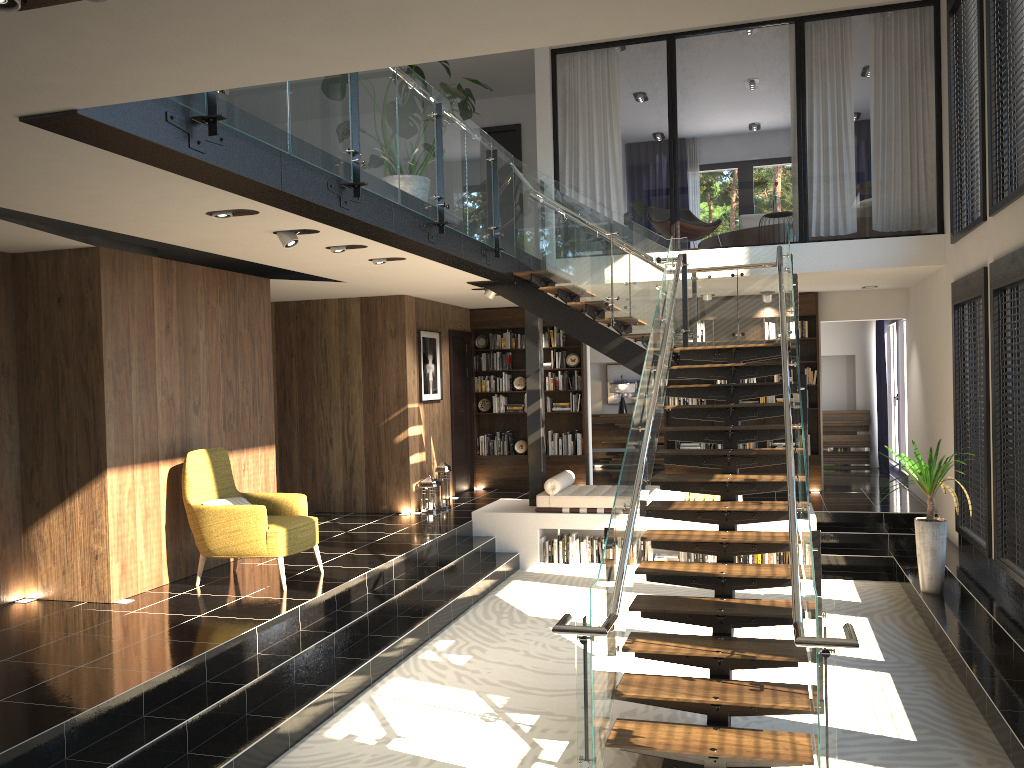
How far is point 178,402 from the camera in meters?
7.5 m

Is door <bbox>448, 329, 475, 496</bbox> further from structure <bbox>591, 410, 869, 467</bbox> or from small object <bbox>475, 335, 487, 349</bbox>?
structure <bbox>591, 410, 869, 467</bbox>

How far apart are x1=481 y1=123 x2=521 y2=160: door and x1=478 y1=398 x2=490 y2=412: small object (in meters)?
3.65

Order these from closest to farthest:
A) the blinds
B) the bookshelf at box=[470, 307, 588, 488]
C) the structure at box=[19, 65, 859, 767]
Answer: the structure at box=[19, 65, 859, 767], the bookshelf at box=[470, 307, 588, 488], the blinds

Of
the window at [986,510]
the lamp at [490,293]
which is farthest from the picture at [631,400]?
the window at [986,510]

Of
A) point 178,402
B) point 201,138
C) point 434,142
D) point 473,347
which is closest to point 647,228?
point 473,347

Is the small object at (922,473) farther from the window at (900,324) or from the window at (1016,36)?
the window at (900,324)

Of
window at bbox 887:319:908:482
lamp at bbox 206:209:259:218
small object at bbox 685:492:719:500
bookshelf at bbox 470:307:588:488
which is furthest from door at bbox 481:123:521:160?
lamp at bbox 206:209:259:218

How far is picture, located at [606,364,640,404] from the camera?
A: 16.4 meters

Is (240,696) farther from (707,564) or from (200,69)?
(200,69)
